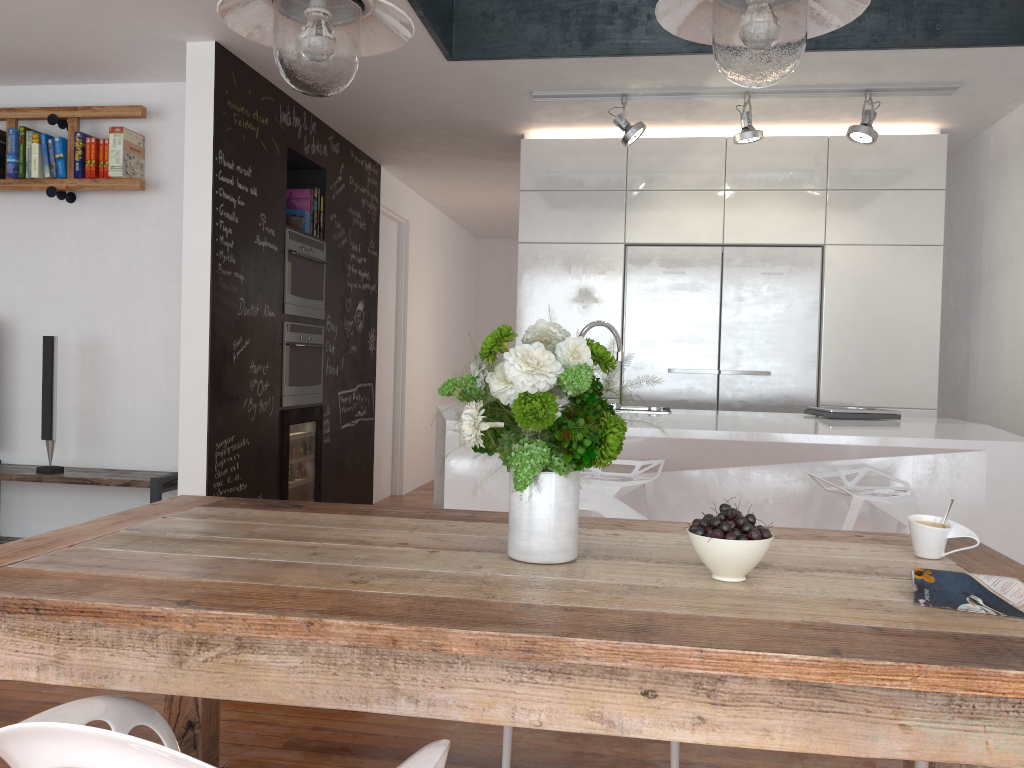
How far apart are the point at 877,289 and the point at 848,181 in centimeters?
63cm

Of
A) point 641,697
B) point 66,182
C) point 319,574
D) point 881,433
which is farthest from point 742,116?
point 641,697

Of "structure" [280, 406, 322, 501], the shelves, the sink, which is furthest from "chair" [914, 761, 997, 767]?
"structure" [280, 406, 322, 501]

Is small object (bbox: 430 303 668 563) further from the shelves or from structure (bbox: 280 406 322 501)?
structure (bbox: 280 406 322 501)

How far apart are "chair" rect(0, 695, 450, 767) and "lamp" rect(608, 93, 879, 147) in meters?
3.7 m

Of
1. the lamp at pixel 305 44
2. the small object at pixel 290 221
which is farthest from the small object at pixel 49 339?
the lamp at pixel 305 44

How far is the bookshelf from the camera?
4.47m

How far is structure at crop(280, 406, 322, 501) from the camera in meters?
4.9 m

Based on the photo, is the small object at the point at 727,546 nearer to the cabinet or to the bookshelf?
the cabinet

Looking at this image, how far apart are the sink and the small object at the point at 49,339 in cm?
266
